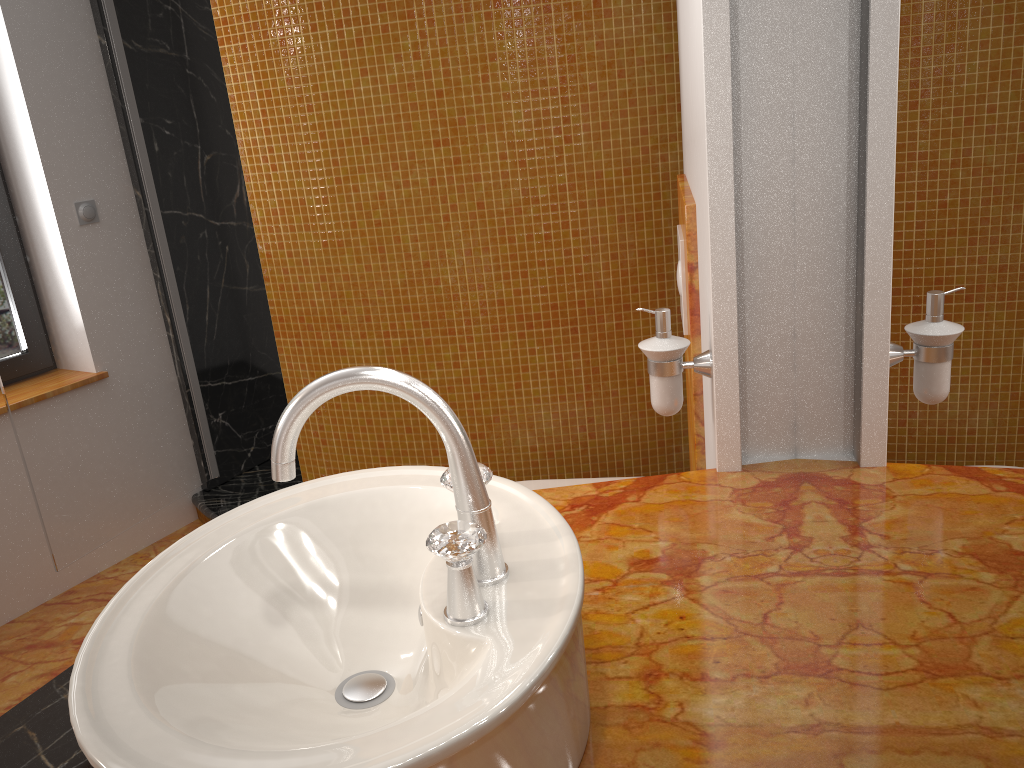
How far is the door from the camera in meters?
2.5 m

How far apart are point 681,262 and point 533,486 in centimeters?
75cm

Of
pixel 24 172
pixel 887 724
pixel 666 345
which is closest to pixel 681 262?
pixel 666 345

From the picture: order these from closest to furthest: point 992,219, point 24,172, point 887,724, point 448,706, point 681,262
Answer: point 992,219 < point 448,706 < point 887,724 < point 681,262 < point 24,172

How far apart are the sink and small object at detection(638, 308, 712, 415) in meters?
0.4

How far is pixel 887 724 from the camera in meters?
0.8 m

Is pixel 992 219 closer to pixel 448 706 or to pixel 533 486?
pixel 448 706

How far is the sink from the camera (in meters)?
0.65

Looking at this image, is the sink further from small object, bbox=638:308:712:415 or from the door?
the door

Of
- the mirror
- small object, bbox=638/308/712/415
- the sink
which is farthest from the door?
the mirror
